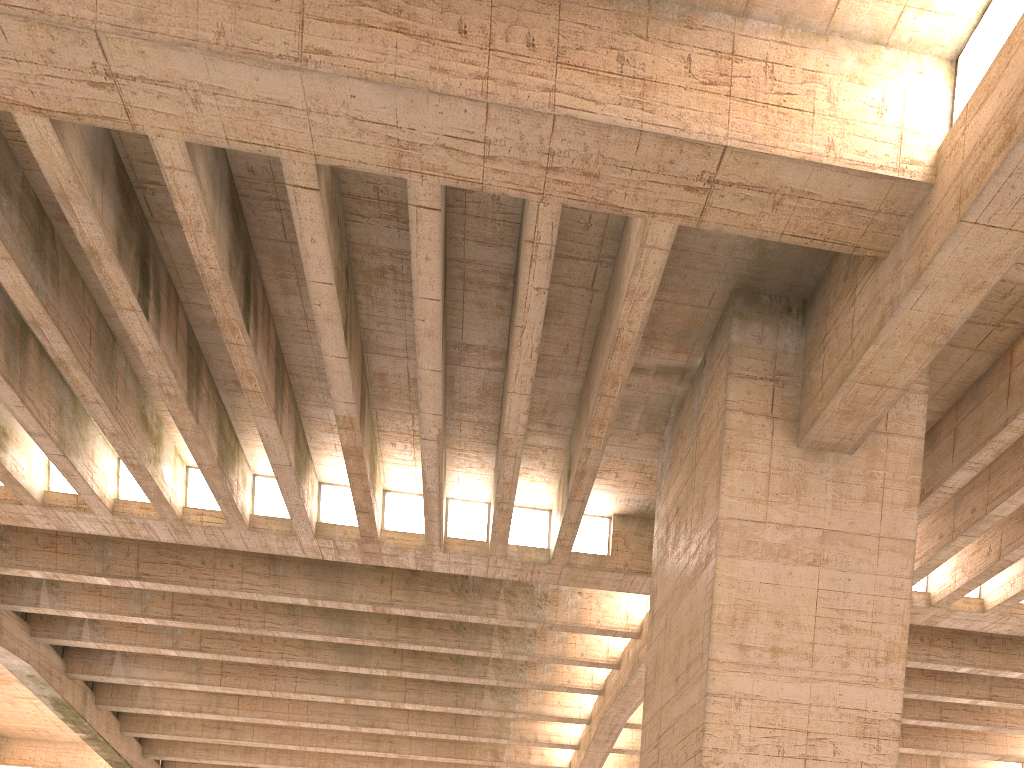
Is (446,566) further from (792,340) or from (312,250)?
(792,340)

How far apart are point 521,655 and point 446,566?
5.0m

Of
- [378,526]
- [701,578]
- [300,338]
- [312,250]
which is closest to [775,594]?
[701,578]

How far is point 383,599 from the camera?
19.1m
